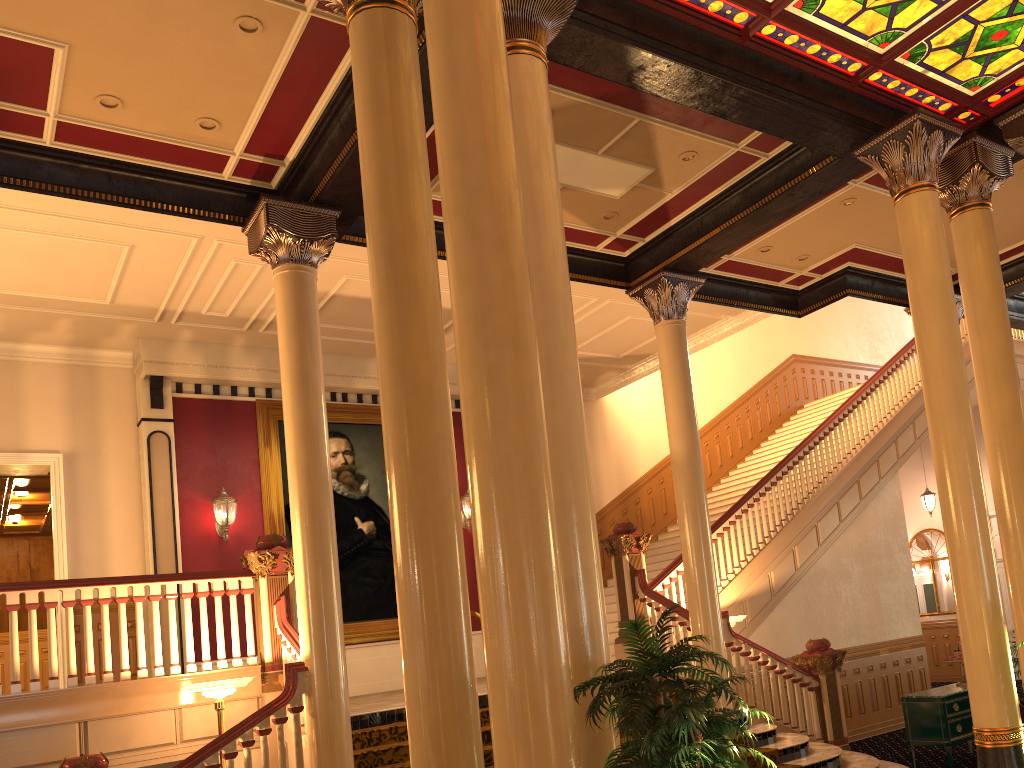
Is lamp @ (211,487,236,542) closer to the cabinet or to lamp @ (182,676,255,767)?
lamp @ (182,676,255,767)

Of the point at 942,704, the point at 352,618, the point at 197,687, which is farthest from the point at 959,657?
the point at 197,687

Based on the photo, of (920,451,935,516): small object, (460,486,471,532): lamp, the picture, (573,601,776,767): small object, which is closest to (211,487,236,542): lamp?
the picture

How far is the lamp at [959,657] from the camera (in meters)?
9.80

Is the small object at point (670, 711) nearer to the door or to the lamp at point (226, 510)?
the lamp at point (226, 510)

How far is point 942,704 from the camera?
9.1m

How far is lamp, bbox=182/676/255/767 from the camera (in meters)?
6.81

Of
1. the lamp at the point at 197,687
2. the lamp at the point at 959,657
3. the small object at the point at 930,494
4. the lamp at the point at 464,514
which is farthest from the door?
the lamp at the point at 197,687

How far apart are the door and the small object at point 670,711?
15.6 meters

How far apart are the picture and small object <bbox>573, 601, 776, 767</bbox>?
8.4m
